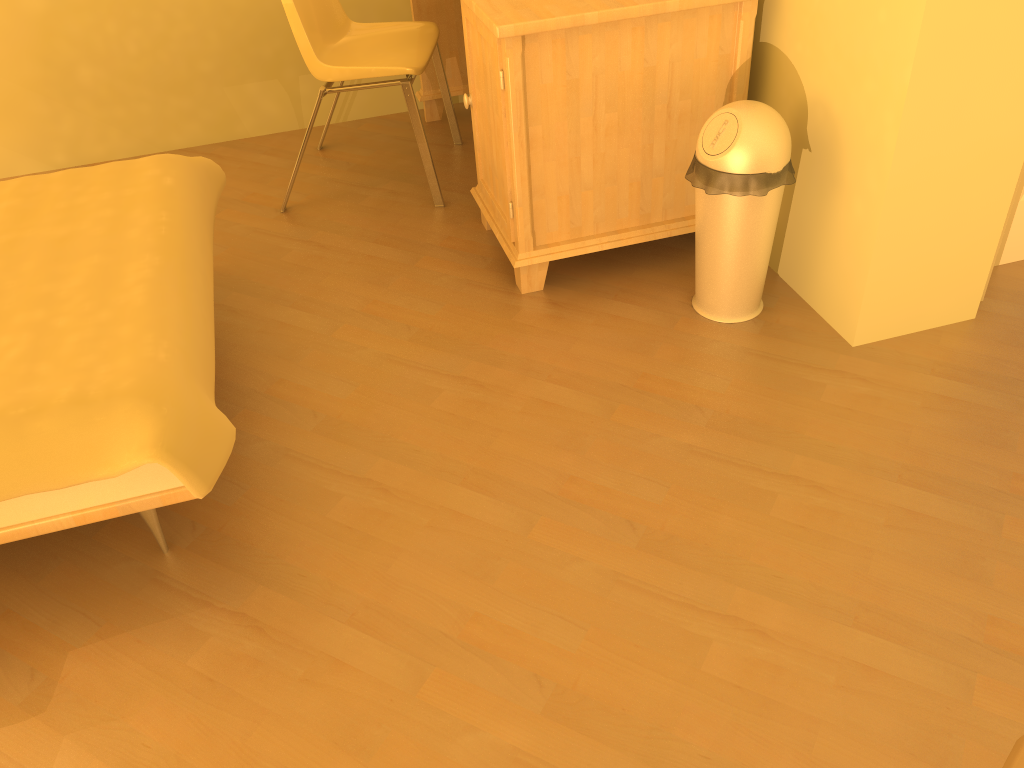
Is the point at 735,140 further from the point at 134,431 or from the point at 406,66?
the point at 134,431

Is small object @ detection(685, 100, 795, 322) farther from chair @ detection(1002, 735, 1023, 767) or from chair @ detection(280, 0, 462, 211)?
chair @ detection(1002, 735, 1023, 767)

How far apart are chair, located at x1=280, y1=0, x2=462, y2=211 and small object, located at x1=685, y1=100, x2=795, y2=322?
0.96m

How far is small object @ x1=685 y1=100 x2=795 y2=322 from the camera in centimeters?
197cm

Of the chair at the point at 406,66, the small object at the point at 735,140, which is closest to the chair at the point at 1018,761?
the small object at the point at 735,140

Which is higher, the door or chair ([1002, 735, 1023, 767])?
chair ([1002, 735, 1023, 767])

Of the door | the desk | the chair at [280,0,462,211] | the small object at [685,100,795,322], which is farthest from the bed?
the door

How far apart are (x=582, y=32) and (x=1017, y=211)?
1.2 meters

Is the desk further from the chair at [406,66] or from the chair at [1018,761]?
the chair at [1018,761]

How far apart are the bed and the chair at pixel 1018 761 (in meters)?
1.20
